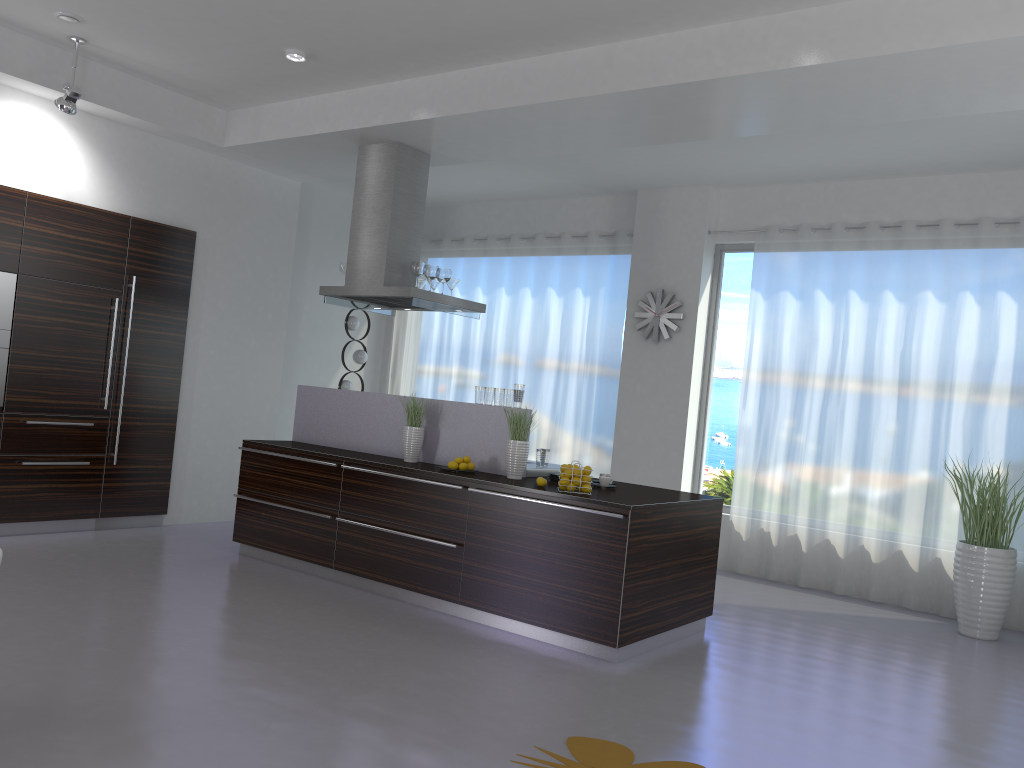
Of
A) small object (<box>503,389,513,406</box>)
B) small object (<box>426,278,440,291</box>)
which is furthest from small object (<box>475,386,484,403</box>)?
small object (<box>426,278,440,291</box>)

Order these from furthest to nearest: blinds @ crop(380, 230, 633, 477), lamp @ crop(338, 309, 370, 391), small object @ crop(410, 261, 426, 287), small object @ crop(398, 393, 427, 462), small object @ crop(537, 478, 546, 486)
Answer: lamp @ crop(338, 309, 370, 391) → blinds @ crop(380, 230, 633, 477) → small object @ crop(410, 261, 426, 287) → small object @ crop(398, 393, 427, 462) → small object @ crop(537, 478, 546, 486)

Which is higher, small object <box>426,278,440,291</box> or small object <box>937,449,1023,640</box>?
small object <box>426,278,440,291</box>

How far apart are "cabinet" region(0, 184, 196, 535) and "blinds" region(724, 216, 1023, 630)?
4.9m

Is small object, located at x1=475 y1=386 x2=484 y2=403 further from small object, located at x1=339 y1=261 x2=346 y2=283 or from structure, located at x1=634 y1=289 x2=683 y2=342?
structure, located at x1=634 y1=289 x2=683 y2=342

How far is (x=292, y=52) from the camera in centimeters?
582cm

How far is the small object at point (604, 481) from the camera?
5.6m

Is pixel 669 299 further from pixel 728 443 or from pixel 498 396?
pixel 498 396

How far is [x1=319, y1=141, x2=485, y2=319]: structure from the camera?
6.68m

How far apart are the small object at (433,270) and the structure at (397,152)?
0.15m
